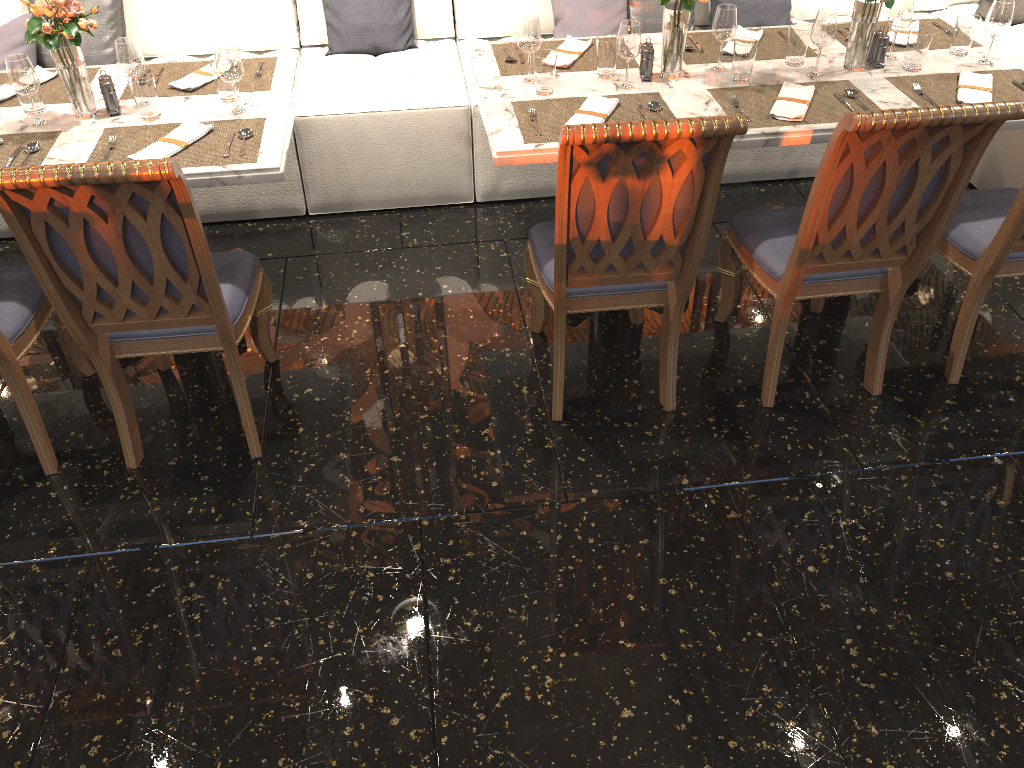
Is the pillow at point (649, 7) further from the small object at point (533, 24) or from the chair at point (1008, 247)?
the chair at point (1008, 247)

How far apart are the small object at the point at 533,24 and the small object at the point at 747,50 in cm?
65

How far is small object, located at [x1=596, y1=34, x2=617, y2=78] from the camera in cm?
→ 289

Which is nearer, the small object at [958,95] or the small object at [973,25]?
the small object at [958,95]

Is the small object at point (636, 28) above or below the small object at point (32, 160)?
above

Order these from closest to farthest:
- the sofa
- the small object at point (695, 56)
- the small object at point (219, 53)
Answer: the small object at point (219, 53), the small object at point (695, 56), the sofa

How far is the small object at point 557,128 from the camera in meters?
2.7 m

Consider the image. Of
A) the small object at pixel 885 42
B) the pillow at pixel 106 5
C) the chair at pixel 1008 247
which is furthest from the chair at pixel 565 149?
the pillow at pixel 106 5

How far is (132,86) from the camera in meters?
2.7

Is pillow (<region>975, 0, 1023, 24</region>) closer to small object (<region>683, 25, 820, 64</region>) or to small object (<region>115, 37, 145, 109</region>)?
small object (<region>683, 25, 820, 64</region>)
